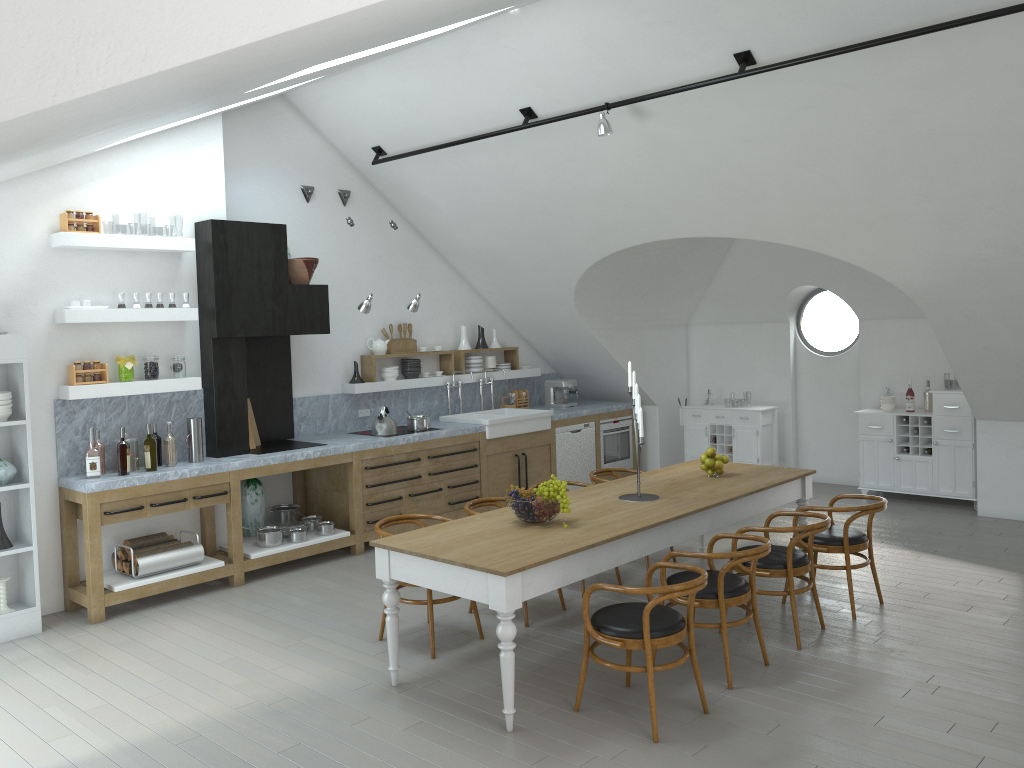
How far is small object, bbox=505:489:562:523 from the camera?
5.0 meters

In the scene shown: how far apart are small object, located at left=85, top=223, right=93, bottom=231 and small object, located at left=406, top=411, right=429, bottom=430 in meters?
3.3 m

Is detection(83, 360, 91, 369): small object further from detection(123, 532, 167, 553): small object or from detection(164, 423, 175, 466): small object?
detection(123, 532, 167, 553): small object

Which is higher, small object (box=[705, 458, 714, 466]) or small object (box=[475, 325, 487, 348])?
small object (box=[475, 325, 487, 348])

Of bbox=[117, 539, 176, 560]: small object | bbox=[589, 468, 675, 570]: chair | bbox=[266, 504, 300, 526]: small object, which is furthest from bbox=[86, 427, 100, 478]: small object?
bbox=[589, 468, 675, 570]: chair

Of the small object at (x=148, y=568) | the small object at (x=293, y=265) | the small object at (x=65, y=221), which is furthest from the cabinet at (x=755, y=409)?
the small object at (x=65, y=221)

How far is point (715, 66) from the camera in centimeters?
588cm

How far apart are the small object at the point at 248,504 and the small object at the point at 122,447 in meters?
1.3 m

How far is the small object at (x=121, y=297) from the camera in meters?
6.5 m

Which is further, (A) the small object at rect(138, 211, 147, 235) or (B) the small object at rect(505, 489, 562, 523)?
(A) the small object at rect(138, 211, 147, 235)
